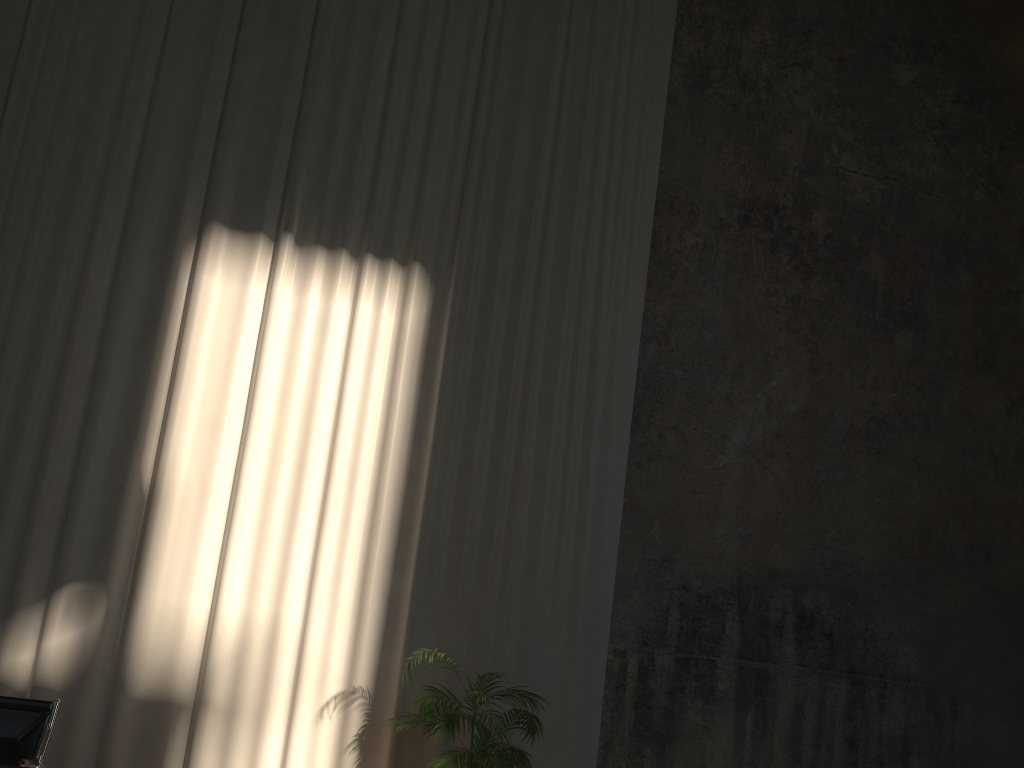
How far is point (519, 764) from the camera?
5.52m

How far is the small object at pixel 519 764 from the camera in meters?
5.5

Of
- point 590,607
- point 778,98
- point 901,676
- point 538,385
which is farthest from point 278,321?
point 901,676

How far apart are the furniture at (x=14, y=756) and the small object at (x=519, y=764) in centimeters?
222cm

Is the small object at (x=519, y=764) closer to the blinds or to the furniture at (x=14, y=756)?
the blinds

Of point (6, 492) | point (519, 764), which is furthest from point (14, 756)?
point (519, 764)

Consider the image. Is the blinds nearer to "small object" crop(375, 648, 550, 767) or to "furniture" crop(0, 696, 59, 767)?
"small object" crop(375, 648, 550, 767)

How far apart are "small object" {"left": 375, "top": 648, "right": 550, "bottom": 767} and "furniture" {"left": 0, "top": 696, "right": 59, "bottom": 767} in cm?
222

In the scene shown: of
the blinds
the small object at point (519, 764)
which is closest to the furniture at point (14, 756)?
the blinds

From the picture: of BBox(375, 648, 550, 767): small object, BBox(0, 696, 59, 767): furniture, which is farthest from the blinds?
BBox(0, 696, 59, 767): furniture
